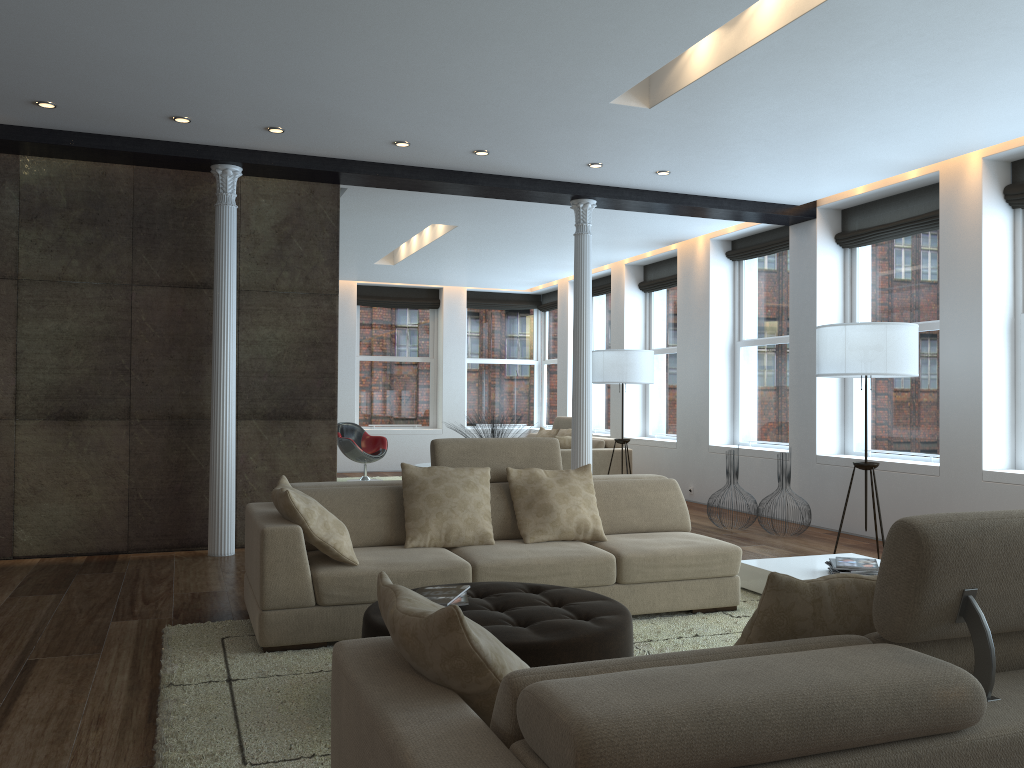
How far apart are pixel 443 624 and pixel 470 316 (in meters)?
13.46

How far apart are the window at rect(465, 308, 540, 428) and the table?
9.80m

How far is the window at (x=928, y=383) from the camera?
7.47m

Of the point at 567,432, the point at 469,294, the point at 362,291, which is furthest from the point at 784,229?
the point at 362,291

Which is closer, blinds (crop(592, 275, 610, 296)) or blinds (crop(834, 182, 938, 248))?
blinds (crop(834, 182, 938, 248))

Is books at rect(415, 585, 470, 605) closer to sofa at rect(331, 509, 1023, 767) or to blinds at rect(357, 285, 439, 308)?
sofa at rect(331, 509, 1023, 767)

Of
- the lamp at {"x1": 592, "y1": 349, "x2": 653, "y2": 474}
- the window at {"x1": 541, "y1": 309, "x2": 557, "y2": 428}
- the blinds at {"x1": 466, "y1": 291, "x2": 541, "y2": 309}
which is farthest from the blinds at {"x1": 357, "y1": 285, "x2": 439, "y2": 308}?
the lamp at {"x1": 592, "y1": 349, "x2": 653, "y2": 474}

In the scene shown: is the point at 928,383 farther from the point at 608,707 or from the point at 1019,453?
the point at 608,707

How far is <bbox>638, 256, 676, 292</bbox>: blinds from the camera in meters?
11.3

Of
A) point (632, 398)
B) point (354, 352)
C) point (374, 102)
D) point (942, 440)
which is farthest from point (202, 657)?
point (354, 352)
